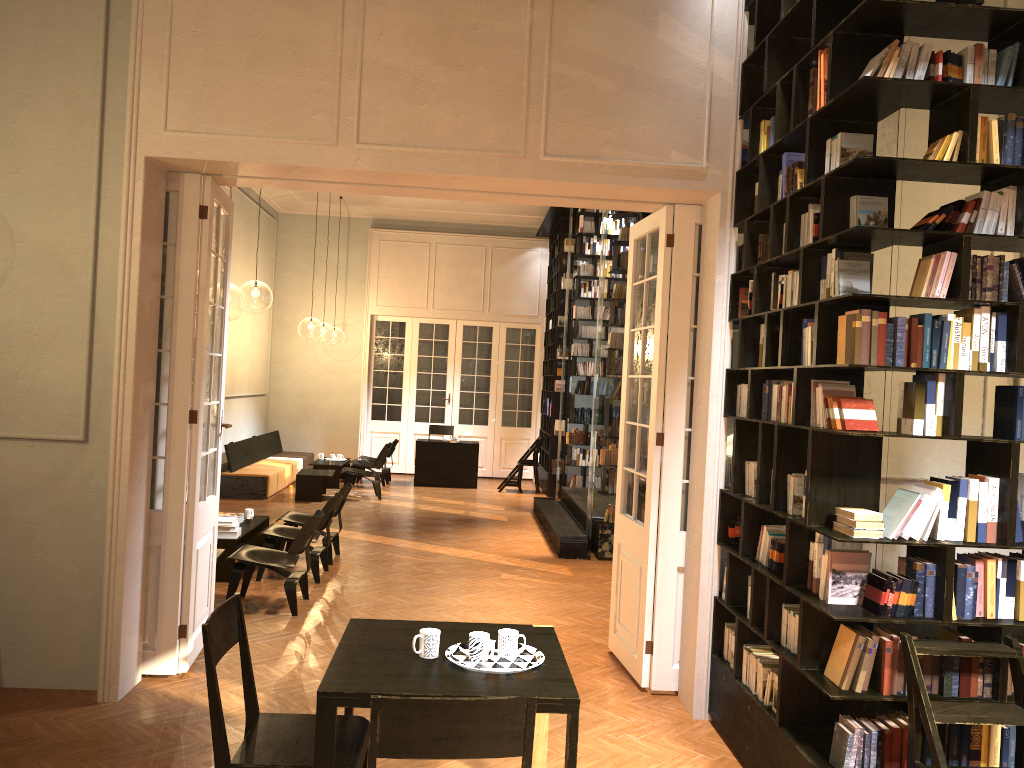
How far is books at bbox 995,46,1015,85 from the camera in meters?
3.8

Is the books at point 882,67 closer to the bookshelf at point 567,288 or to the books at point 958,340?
the books at point 958,340

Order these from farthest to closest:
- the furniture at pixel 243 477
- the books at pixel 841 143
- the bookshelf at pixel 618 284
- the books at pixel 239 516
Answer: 1. the furniture at pixel 243 477
2. the bookshelf at pixel 618 284
3. the books at pixel 239 516
4. the books at pixel 841 143

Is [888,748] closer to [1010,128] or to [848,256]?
[848,256]

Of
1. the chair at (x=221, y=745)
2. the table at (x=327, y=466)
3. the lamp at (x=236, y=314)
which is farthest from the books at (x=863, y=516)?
the lamp at (x=236, y=314)

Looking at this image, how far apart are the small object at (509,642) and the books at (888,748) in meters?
1.7

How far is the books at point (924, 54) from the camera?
3.8m

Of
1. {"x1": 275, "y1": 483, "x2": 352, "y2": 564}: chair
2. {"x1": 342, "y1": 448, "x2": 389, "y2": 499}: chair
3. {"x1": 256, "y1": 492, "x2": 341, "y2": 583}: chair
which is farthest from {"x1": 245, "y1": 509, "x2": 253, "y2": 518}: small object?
{"x1": 342, "y1": 448, "x2": 389, "y2": 499}: chair

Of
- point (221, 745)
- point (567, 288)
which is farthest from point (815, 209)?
point (567, 288)

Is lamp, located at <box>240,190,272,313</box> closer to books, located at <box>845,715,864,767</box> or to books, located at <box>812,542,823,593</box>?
books, located at <box>812,542,823,593</box>
